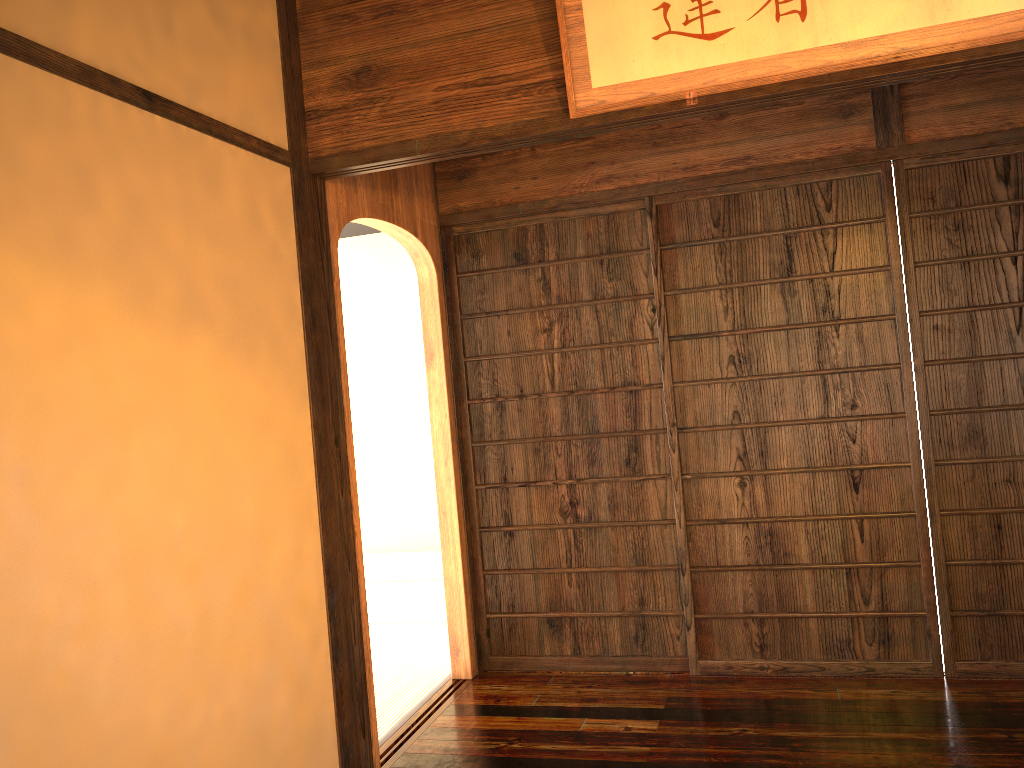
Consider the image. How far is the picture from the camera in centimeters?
230cm

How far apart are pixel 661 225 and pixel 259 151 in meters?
1.8 m

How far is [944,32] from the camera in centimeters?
230cm
